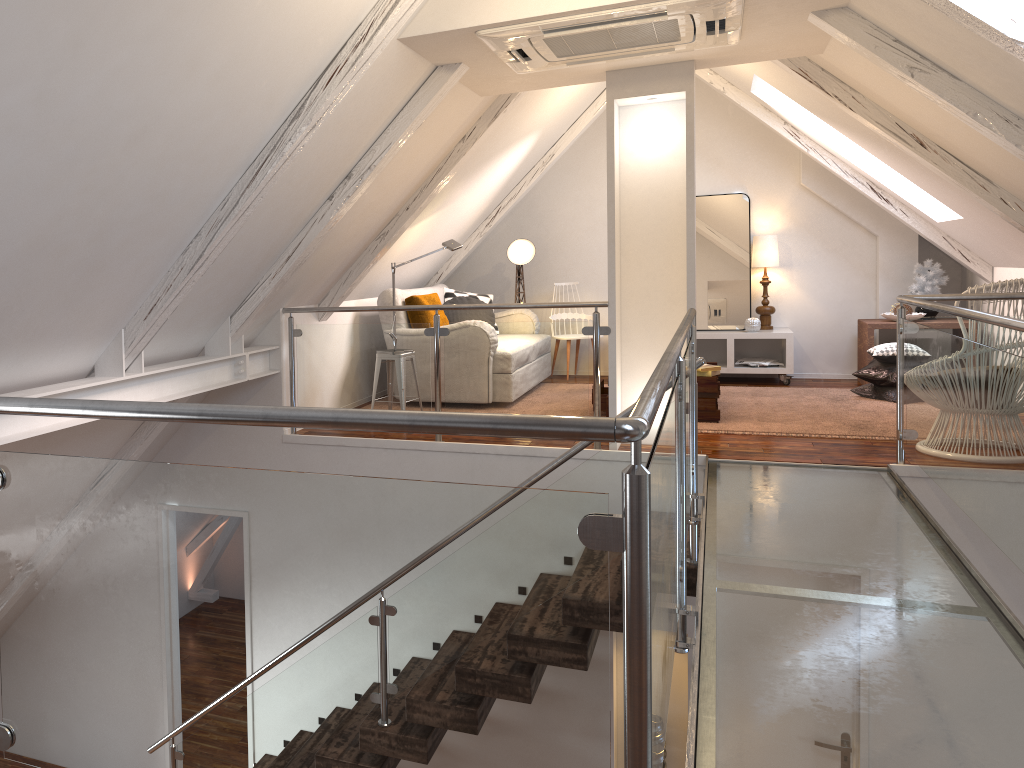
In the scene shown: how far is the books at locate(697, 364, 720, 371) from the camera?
5.12m

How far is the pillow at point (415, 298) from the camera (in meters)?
5.81

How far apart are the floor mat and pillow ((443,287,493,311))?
1.9m

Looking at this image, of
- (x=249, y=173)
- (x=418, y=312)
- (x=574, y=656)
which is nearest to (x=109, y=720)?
(x=574, y=656)

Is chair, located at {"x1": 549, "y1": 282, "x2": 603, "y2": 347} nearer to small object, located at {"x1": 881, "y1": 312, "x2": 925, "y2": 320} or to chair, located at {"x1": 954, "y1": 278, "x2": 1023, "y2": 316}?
small object, located at {"x1": 881, "y1": 312, "x2": 925, "y2": 320}

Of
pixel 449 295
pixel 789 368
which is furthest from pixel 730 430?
pixel 449 295

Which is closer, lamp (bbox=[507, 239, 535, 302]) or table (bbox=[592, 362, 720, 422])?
table (bbox=[592, 362, 720, 422])

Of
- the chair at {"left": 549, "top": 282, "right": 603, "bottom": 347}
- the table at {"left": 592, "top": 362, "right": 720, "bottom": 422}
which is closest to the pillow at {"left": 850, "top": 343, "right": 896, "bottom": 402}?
the table at {"left": 592, "top": 362, "right": 720, "bottom": 422}

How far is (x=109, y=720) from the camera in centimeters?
136cm

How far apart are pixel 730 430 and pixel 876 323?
2.1 meters
